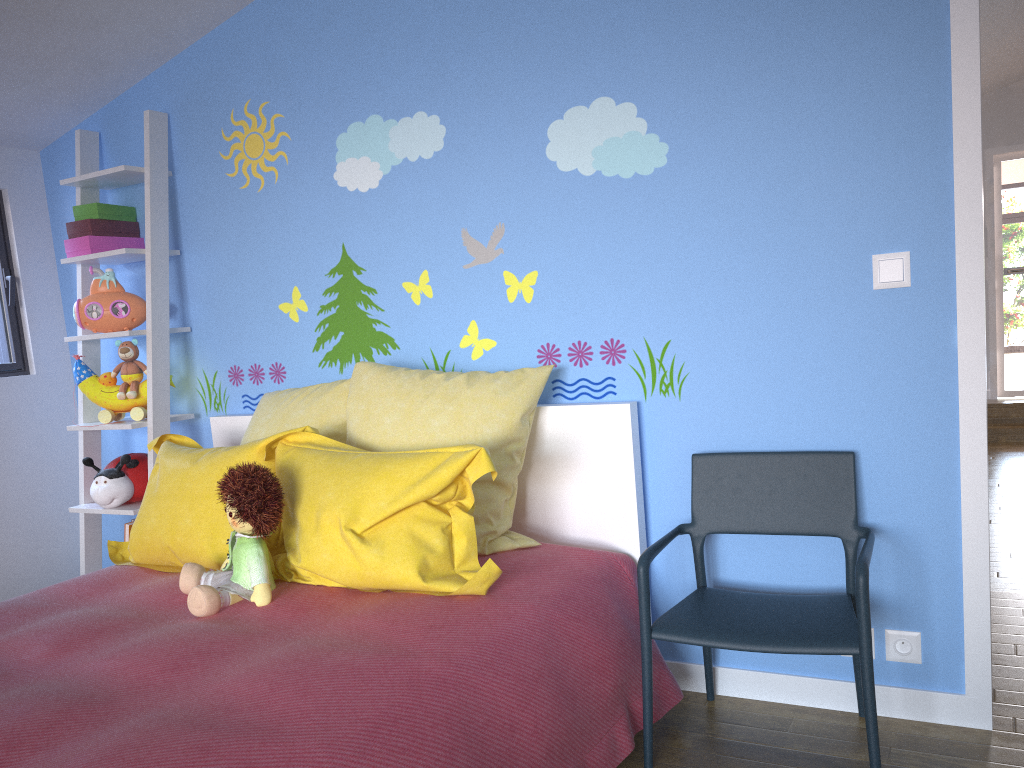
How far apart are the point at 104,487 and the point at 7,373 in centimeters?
77cm

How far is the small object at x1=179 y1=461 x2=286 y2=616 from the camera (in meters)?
1.93

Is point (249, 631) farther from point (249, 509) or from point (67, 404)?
point (67, 404)

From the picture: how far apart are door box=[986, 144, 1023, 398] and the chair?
6.53m

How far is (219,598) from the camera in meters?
1.9

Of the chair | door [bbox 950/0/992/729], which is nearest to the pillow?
the chair

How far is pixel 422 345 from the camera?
2.7 meters

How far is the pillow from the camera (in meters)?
1.96

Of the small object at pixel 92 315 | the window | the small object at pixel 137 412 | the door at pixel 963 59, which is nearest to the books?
the small object at pixel 137 412

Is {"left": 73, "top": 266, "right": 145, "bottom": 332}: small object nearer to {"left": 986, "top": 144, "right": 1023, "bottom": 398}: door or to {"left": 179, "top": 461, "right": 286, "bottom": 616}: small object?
{"left": 179, "top": 461, "right": 286, "bottom": 616}: small object
